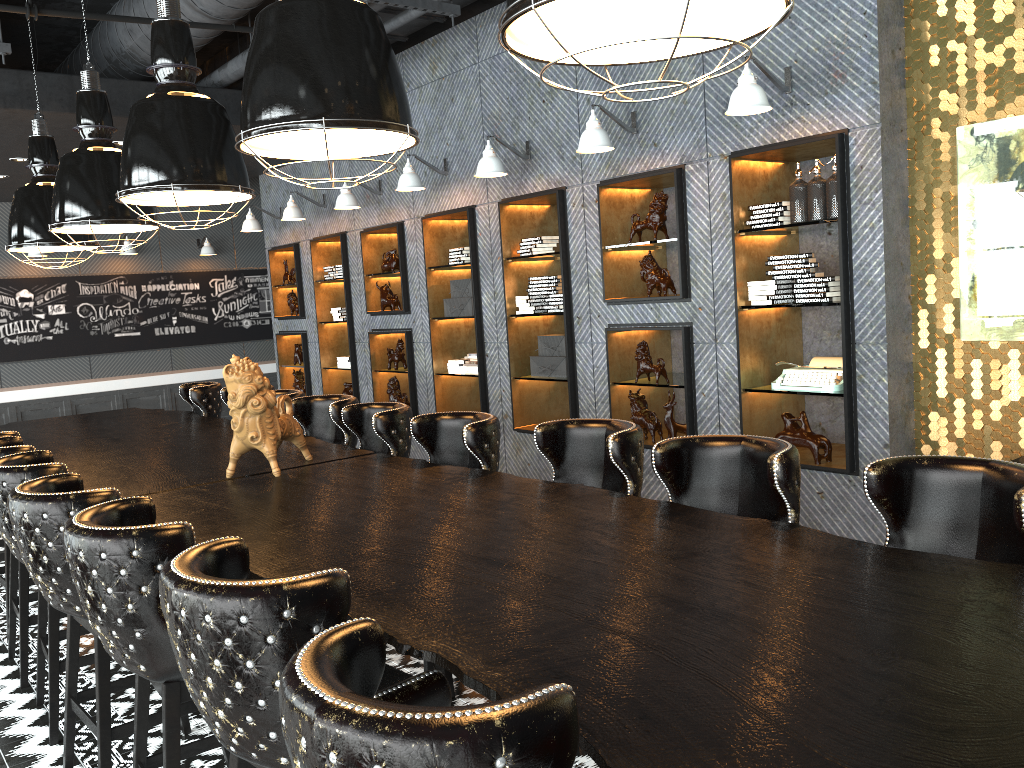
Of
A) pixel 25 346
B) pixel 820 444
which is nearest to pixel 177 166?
pixel 820 444

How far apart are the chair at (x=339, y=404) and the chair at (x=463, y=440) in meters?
1.0

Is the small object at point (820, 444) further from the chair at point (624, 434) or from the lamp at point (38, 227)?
the lamp at point (38, 227)

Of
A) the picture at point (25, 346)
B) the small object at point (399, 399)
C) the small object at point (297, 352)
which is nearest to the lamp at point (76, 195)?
the small object at point (399, 399)

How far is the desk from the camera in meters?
1.4

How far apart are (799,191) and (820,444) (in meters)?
1.41

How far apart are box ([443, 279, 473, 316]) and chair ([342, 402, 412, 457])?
2.92m

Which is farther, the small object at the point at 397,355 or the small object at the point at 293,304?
the small object at the point at 293,304

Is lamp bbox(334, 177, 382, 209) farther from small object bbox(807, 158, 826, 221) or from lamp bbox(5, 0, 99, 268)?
small object bbox(807, 158, 826, 221)

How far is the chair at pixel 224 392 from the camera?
6.38m
